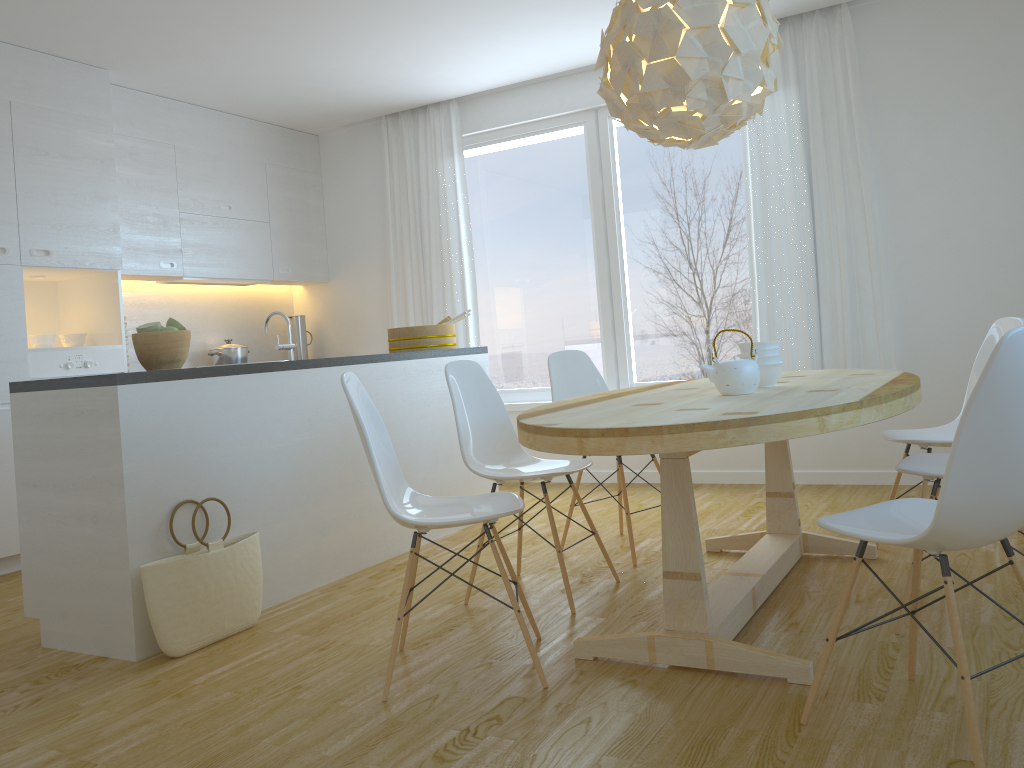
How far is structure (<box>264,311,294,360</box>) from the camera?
3.71m

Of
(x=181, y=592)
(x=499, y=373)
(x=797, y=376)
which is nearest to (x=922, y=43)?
(x=797, y=376)

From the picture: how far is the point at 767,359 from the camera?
3.0 meters

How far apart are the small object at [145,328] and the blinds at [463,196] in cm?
311

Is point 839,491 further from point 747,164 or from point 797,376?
point 747,164

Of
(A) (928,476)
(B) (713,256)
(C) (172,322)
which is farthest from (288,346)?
(B) (713,256)

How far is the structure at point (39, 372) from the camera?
4.6m

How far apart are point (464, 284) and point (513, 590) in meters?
3.1 m

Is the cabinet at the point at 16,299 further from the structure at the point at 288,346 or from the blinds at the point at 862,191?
the blinds at the point at 862,191

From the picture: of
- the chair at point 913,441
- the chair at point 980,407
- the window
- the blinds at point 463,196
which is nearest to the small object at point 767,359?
the chair at point 913,441
